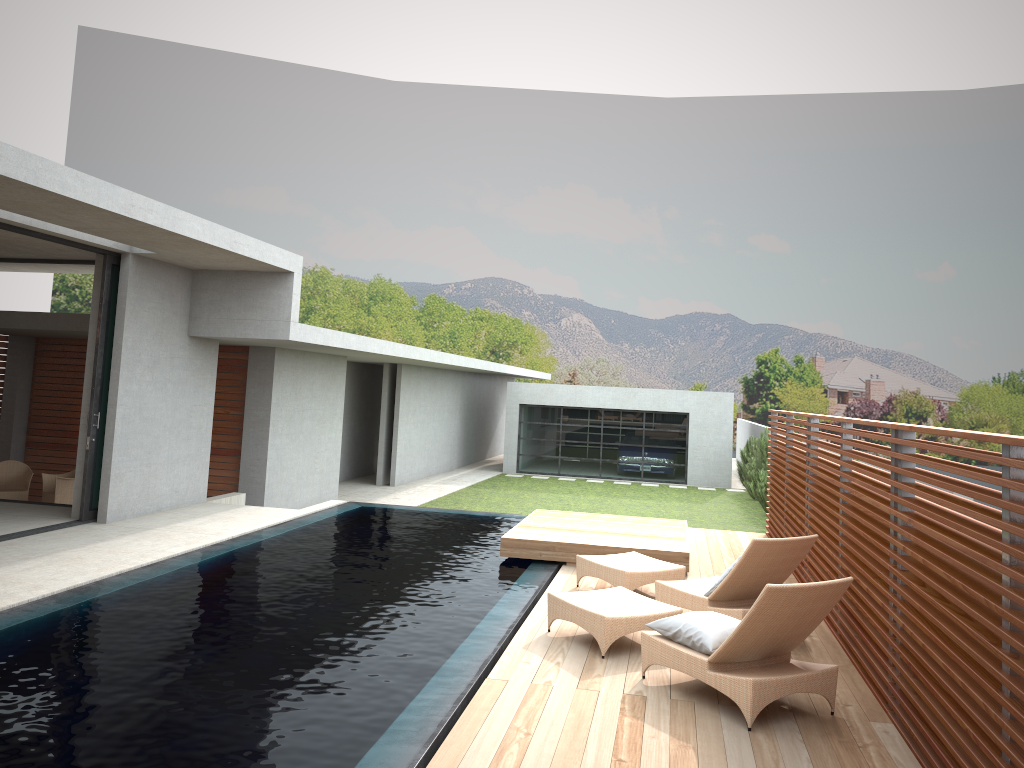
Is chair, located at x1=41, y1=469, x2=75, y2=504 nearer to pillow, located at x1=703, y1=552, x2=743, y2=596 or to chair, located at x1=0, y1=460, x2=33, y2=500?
chair, located at x1=0, y1=460, x2=33, y2=500

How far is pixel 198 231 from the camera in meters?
9.5 m

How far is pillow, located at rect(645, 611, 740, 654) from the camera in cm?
552

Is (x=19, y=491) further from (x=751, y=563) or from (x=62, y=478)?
(x=751, y=563)

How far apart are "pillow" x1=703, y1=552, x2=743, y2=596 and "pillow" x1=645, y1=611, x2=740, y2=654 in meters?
1.3 m

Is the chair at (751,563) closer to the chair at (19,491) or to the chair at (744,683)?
the chair at (744,683)

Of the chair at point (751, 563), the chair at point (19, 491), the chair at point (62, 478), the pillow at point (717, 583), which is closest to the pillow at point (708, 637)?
the chair at point (751, 563)

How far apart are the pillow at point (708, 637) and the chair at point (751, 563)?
1.0m

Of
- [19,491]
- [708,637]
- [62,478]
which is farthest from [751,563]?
[19,491]

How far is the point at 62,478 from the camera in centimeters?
1376cm
